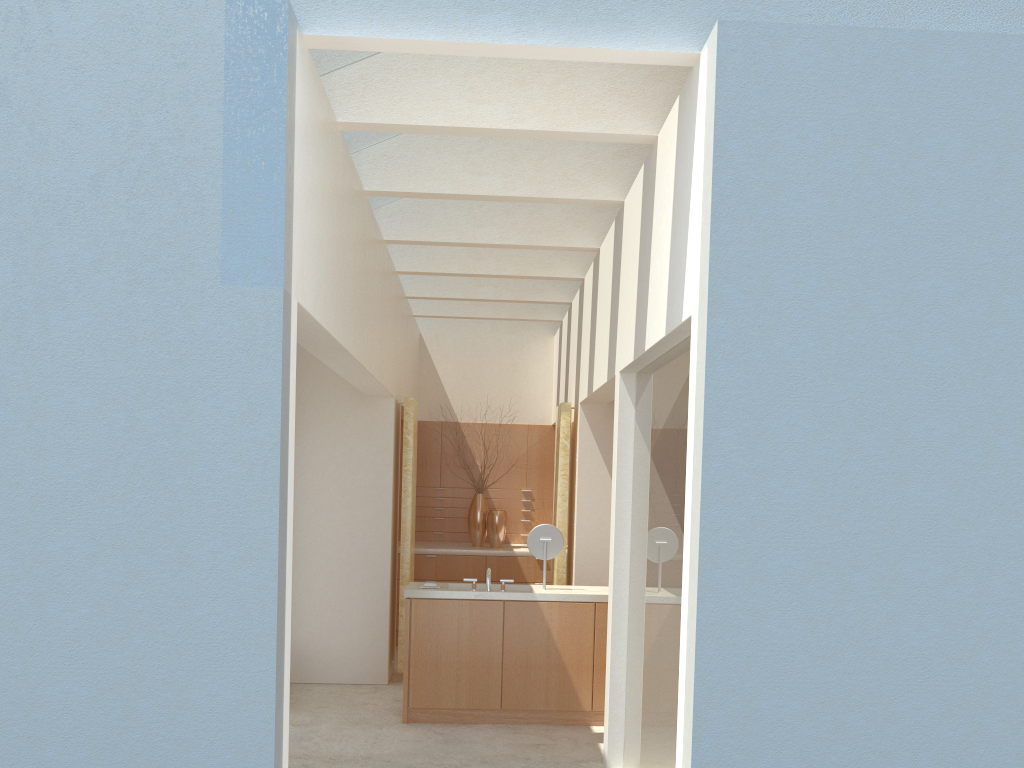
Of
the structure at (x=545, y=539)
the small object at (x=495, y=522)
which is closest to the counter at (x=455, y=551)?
the small object at (x=495, y=522)

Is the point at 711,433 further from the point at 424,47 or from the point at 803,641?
the point at 424,47

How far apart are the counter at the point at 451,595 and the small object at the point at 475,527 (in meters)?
6.70

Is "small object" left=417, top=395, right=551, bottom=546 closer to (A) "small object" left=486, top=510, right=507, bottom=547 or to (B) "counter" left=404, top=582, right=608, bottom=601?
(A) "small object" left=486, top=510, right=507, bottom=547

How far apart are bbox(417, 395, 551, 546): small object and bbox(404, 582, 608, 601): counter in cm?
670

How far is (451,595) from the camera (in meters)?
14.46

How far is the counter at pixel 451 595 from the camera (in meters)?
14.46

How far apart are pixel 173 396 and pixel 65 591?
1.8m

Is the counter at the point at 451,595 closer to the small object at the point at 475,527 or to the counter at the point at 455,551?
the counter at the point at 455,551

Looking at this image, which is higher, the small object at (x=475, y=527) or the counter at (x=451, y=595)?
the small object at (x=475, y=527)
